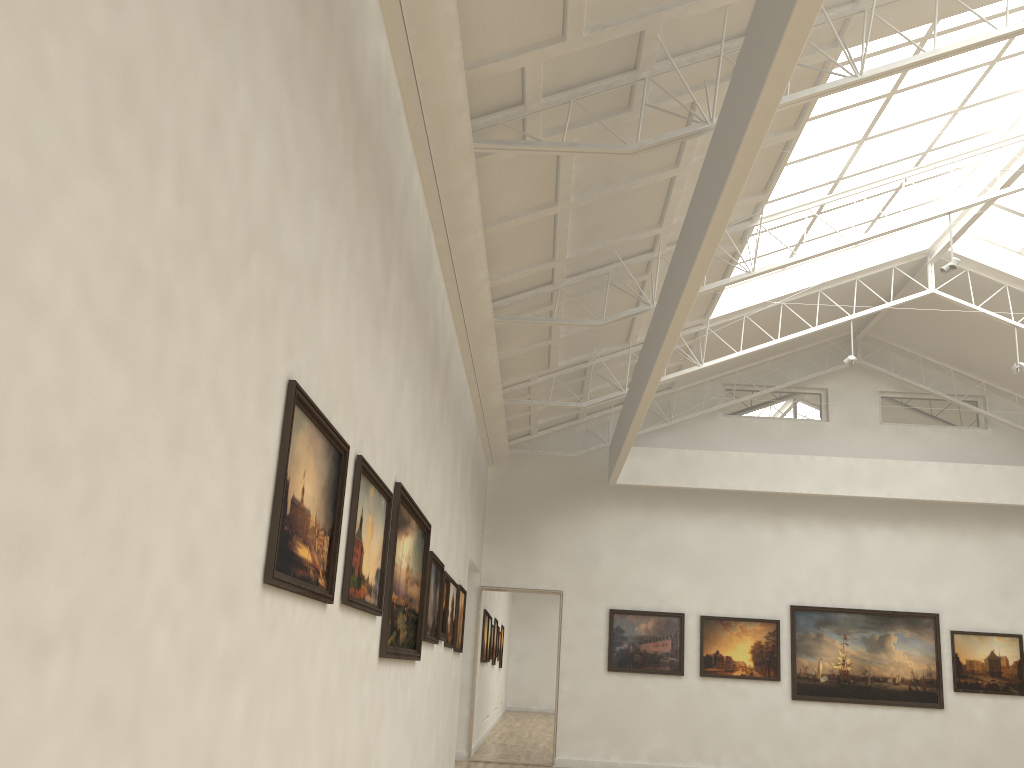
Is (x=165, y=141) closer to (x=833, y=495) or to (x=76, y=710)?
(x=76, y=710)
